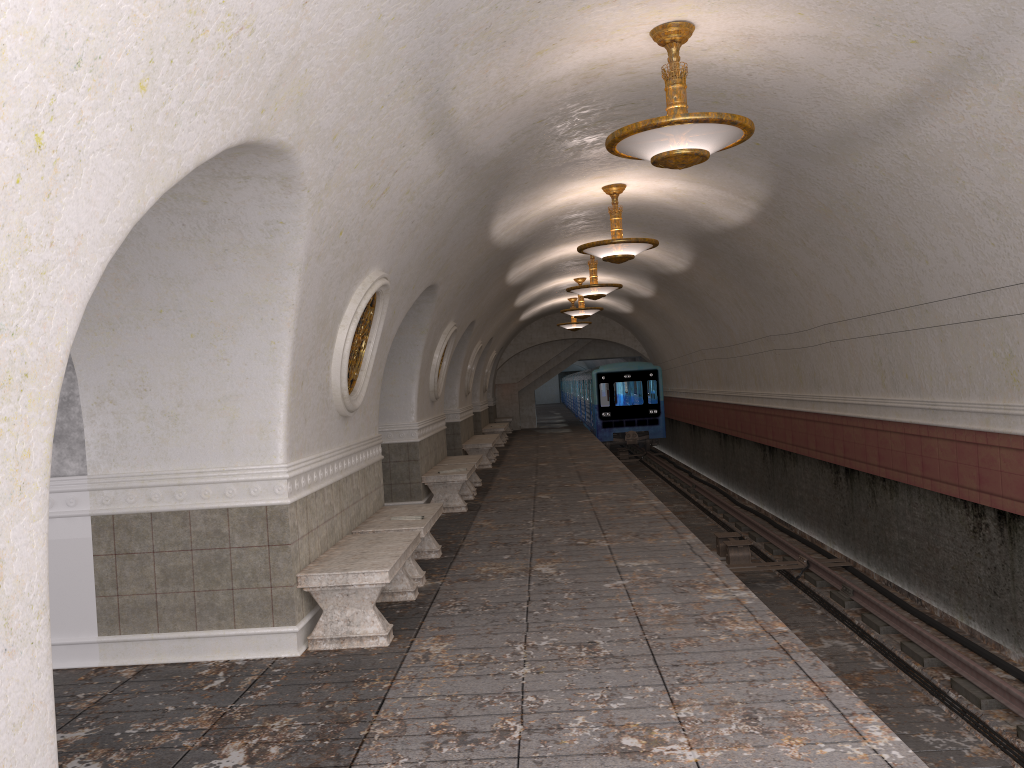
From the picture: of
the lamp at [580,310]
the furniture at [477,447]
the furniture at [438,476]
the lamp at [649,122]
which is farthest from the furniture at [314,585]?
the lamp at [580,310]

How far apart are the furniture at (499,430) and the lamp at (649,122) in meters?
17.6

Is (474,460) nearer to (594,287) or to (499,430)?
(594,287)

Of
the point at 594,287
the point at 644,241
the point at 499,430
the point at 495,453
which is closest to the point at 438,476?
the point at 644,241

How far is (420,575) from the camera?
7.5 meters

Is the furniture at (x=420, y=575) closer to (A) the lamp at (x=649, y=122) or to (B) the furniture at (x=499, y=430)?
(A) the lamp at (x=649, y=122)

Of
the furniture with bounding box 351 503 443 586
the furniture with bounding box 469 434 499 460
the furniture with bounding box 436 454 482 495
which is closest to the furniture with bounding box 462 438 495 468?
the furniture with bounding box 469 434 499 460

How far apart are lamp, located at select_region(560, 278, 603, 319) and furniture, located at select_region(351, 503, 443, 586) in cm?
1201

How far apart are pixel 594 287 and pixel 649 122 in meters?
9.7 m

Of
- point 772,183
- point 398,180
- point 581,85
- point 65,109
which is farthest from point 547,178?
point 65,109
